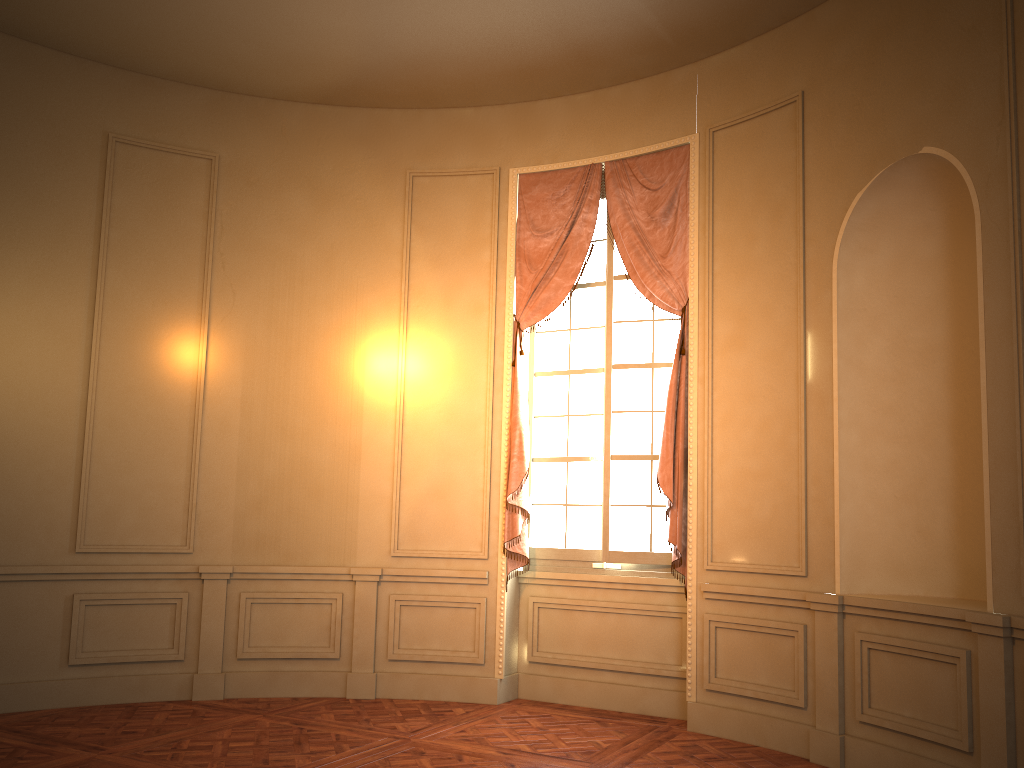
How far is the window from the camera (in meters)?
5.91

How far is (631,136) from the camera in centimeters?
606cm

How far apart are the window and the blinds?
0.1m

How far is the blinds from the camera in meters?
5.6 m

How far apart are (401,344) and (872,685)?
3.8m

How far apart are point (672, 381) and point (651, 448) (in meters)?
0.54

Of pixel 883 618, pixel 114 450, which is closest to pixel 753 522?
pixel 883 618

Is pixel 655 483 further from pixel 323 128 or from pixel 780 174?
pixel 323 128

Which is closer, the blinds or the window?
the blinds
